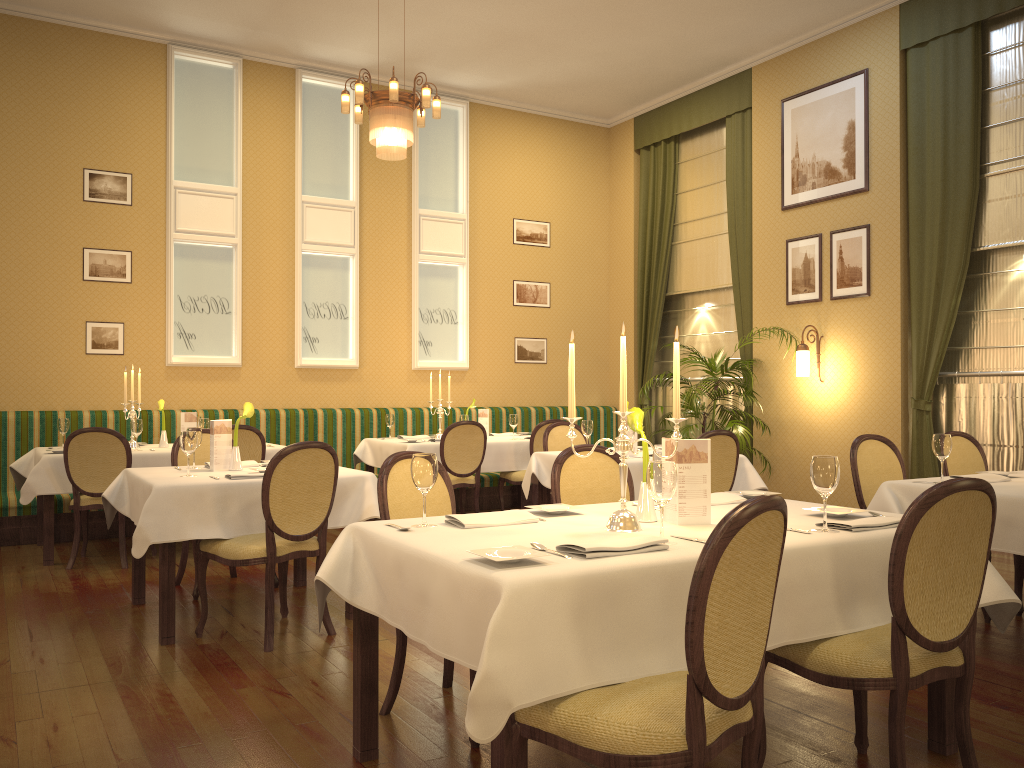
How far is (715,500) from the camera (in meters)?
3.38

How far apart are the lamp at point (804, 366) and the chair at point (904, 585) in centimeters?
527cm

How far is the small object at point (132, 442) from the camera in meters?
6.8

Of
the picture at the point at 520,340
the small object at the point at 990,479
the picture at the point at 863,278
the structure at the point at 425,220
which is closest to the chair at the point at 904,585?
Answer: the small object at the point at 990,479

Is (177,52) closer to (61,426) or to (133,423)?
(61,426)

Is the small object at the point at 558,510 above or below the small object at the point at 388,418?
below

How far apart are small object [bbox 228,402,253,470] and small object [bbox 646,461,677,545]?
2.96m

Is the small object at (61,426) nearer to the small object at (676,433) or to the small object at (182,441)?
the small object at (182,441)

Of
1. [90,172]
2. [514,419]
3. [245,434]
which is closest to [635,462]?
[514,419]

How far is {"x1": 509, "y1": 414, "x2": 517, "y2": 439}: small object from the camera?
8.0m
